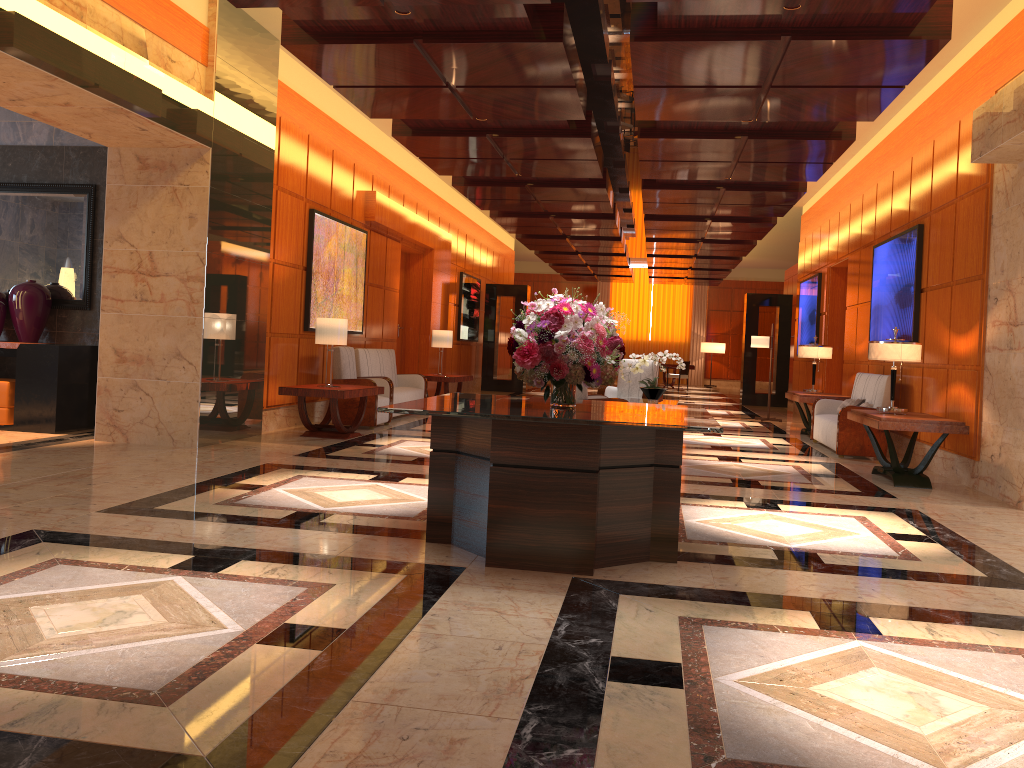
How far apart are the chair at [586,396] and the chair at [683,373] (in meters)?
16.88

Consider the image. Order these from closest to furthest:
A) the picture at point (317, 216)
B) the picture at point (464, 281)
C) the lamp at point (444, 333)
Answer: the picture at point (317, 216) → the lamp at point (444, 333) → the picture at point (464, 281)

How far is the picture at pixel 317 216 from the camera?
10.56m

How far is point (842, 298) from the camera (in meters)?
14.70

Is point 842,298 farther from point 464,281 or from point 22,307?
point 22,307

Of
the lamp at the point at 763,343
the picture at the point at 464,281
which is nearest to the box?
the picture at the point at 464,281

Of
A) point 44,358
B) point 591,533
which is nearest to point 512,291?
point 44,358

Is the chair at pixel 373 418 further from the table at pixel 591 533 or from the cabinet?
the table at pixel 591 533

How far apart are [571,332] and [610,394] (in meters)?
7.43

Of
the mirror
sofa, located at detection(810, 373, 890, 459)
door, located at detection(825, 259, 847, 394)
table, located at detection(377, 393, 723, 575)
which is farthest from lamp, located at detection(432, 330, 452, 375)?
table, located at detection(377, 393, 723, 575)
